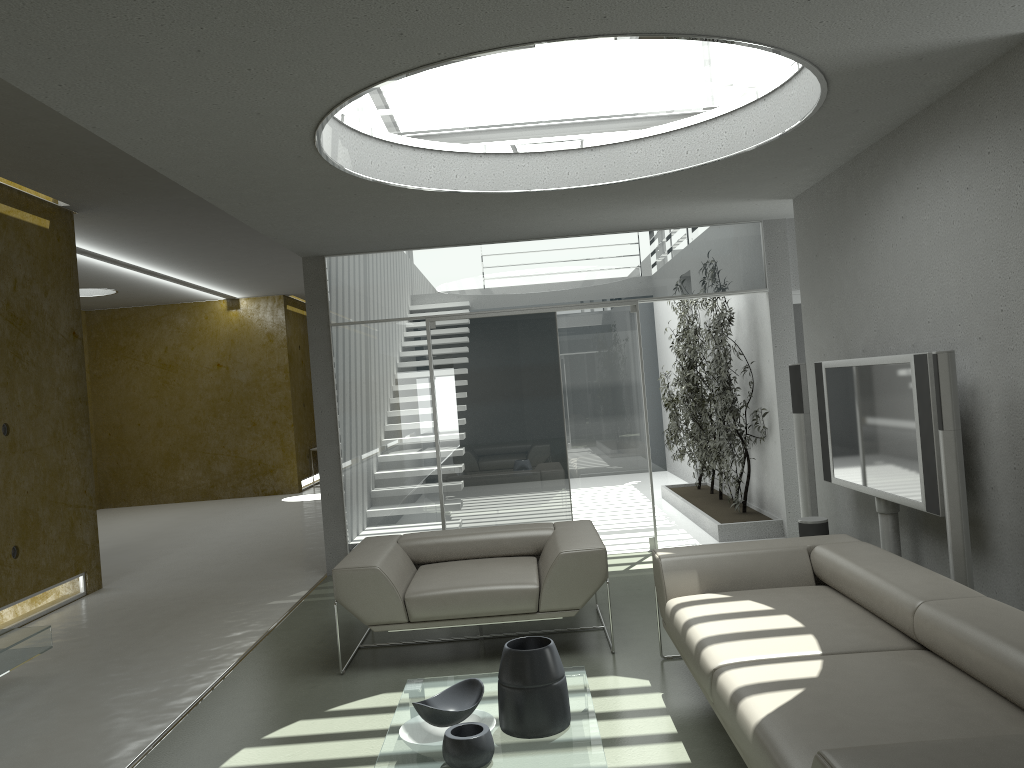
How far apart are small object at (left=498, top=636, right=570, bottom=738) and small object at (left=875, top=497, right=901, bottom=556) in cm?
250

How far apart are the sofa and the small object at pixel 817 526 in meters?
1.2 m

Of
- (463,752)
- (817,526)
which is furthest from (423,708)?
(817,526)

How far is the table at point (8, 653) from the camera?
4.7 meters

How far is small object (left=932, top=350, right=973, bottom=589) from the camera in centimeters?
382cm

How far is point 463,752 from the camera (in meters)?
2.92

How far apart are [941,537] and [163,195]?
6.4m

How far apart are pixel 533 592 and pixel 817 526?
2.1m

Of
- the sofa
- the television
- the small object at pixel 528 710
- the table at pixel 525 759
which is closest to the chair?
the sofa

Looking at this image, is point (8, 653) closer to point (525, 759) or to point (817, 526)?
point (525, 759)
